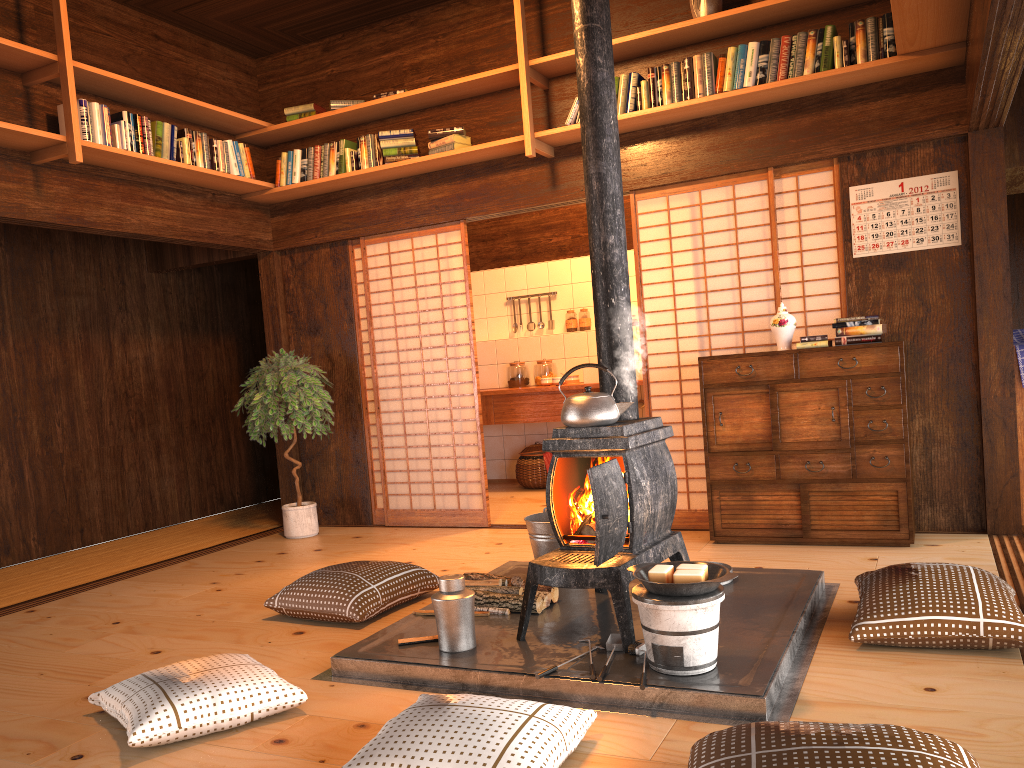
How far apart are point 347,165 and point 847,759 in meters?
4.9 m

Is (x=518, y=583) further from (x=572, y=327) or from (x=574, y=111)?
(x=572, y=327)

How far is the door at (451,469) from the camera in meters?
6.0 m

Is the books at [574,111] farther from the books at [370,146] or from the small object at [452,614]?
the small object at [452,614]

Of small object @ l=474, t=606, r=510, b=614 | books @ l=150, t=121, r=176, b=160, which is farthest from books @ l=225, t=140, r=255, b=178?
small object @ l=474, t=606, r=510, b=614

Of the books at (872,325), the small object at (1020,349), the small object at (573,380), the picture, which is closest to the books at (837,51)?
the picture

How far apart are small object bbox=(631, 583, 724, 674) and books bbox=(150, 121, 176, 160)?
3.9 meters

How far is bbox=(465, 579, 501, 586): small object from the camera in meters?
3.7

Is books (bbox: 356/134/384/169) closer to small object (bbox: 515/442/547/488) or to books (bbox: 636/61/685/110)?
books (bbox: 636/61/685/110)

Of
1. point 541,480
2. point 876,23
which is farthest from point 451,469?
point 876,23
